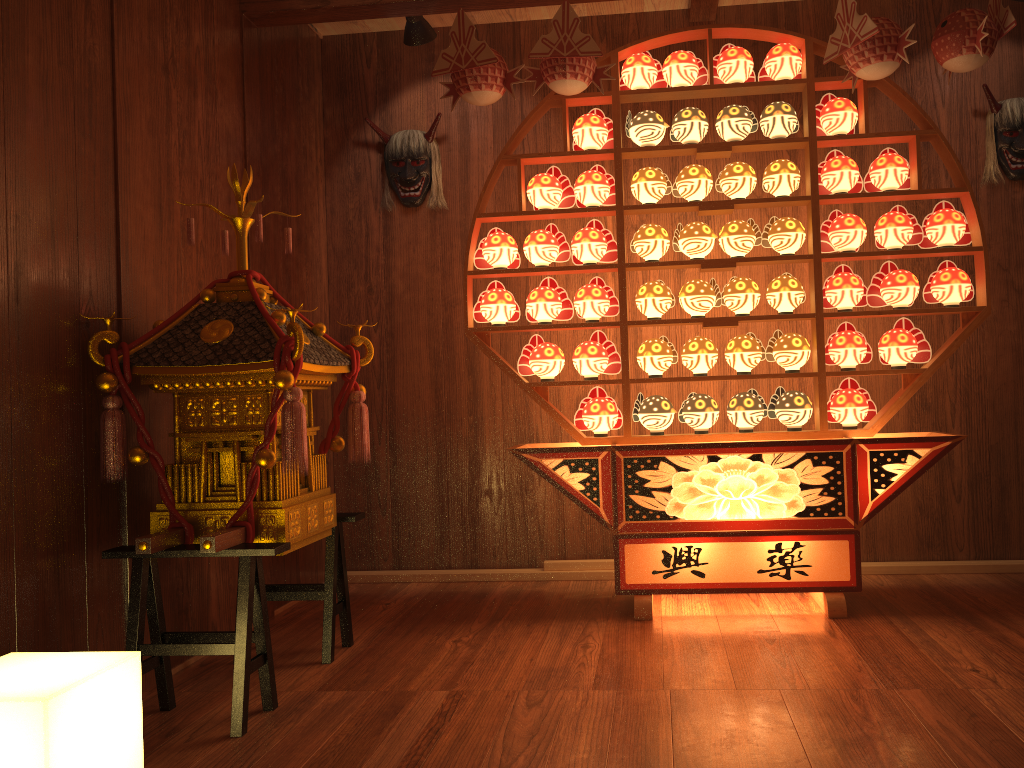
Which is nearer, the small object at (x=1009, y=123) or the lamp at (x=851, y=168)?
the lamp at (x=851, y=168)

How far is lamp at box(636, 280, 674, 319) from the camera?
3.31m

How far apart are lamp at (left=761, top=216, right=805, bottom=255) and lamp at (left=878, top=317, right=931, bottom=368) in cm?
46

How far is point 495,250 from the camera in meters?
3.4 m

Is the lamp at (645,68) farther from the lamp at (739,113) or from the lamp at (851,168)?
the lamp at (851,168)

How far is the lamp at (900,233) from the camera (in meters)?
3.19

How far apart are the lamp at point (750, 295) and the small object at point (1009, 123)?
A: 1.28m

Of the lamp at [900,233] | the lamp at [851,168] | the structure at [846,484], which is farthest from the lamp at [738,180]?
the lamp at [900,233]

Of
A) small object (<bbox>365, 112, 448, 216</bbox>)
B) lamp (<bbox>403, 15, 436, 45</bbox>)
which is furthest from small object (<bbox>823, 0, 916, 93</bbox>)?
small object (<bbox>365, 112, 448, 216</bbox>)

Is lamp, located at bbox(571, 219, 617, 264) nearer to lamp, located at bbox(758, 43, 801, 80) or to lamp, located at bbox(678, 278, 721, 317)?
lamp, located at bbox(678, 278, 721, 317)
